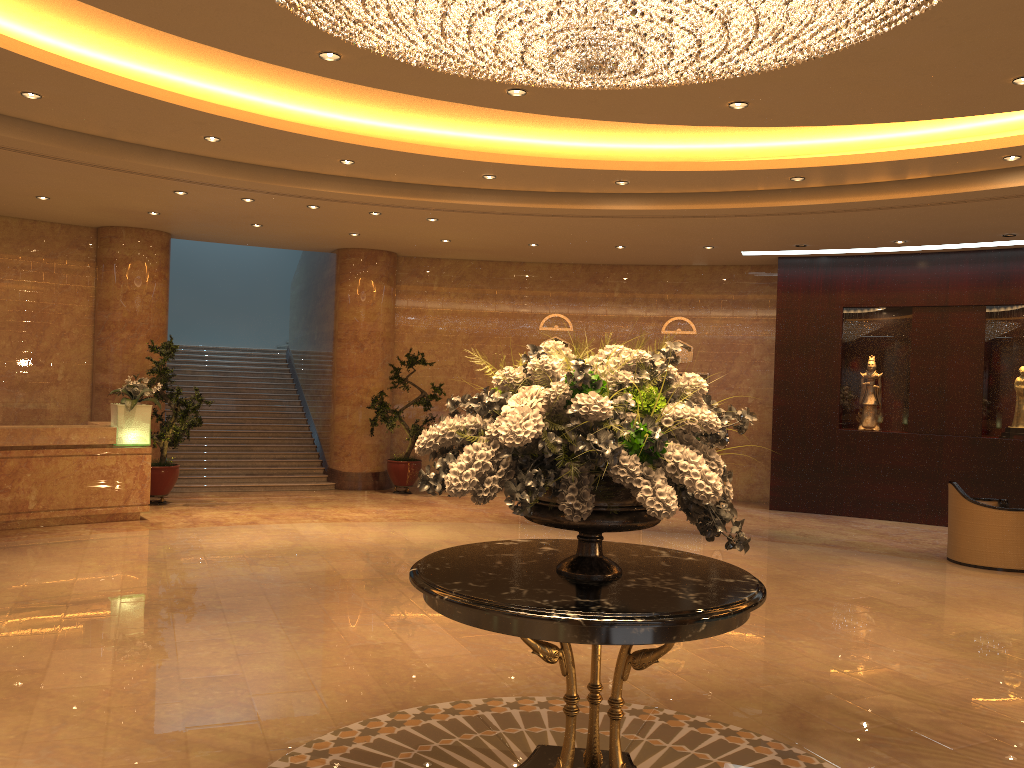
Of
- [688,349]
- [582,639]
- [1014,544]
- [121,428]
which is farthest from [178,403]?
[1014,544]

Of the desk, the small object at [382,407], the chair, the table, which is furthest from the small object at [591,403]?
the small object at [382,407]

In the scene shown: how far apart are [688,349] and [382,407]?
5.3m

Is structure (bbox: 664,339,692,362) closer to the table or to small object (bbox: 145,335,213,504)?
small object (bbox: 145,335,213,504)

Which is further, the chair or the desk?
the desk

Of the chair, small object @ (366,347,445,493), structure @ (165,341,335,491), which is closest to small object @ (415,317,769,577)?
the chair

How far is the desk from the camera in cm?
1005

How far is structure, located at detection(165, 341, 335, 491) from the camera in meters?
14.3

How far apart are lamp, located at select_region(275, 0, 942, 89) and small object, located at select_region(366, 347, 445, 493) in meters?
9.3

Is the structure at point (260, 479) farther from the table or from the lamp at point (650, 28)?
the table
